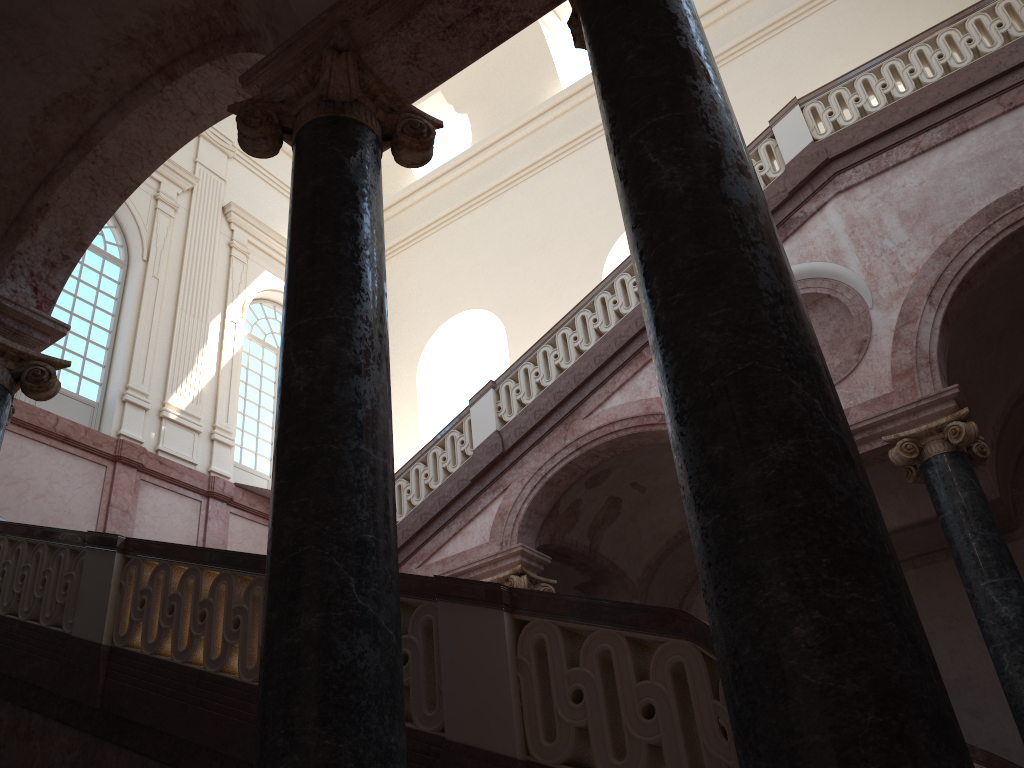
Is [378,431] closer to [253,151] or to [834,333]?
[253,151]
